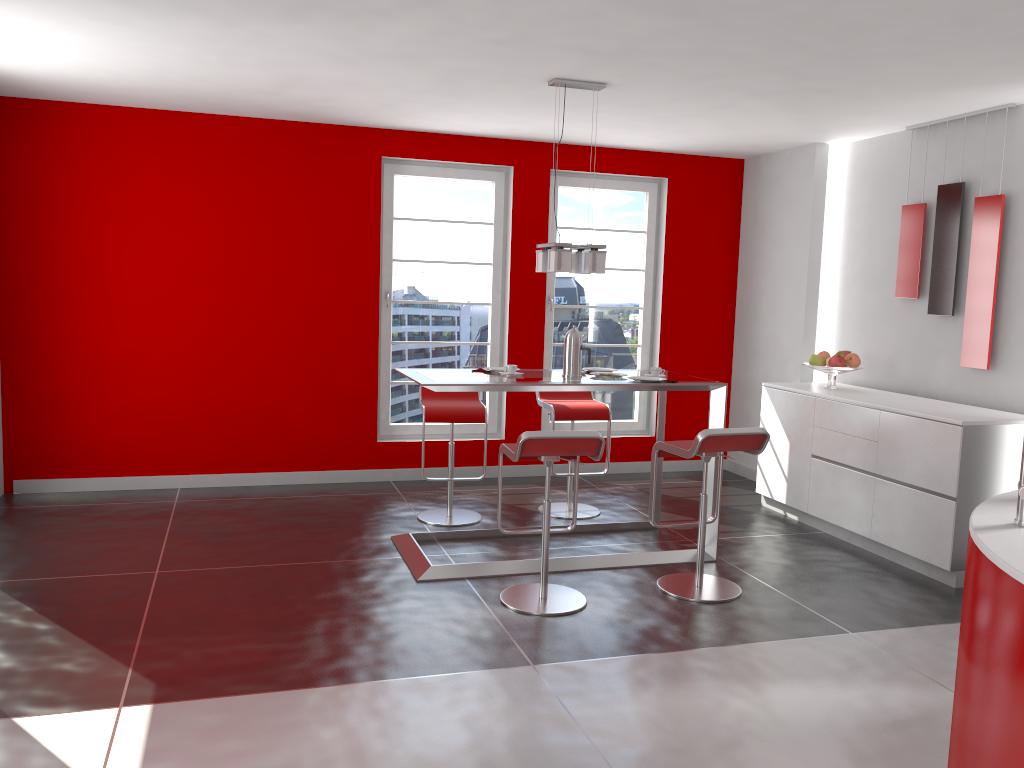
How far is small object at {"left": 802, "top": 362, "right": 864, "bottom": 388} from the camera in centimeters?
582cm

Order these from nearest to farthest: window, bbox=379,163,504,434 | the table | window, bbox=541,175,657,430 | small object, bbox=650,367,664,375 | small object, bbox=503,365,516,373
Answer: the table
small object, bbox=503,365,516,373
small object, bbox=650,367,664,375
window, bbox=379,163,504,434
window, bbox=541,175,657,430

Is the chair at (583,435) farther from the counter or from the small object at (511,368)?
the counter

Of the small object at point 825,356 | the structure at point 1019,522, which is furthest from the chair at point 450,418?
the structure at point 1019,522

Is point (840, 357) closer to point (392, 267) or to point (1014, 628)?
point (392, 267)

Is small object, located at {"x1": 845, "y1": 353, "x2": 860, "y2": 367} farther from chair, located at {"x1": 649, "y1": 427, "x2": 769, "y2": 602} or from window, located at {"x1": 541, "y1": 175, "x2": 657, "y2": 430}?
window, located at {"x1": 541, "y1": 175, "x2": 657, "y2": 430}

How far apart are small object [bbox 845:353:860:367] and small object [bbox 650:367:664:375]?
1.6 meters

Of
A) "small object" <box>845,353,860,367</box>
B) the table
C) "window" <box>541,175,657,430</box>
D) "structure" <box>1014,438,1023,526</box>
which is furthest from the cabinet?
"structure" <box>1014,438,1023,526</box>

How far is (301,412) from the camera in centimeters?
647cm

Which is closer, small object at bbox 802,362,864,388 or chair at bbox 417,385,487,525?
chair at bbox 417,385,487,525
